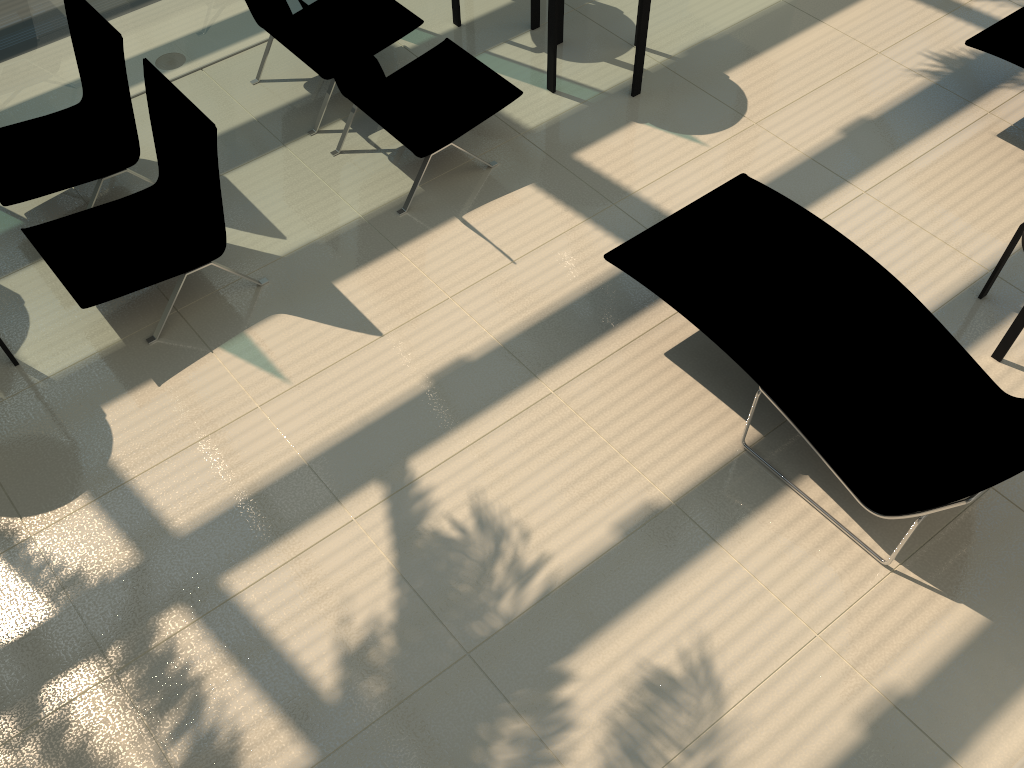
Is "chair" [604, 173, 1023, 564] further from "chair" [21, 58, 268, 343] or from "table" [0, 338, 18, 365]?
"table" [0, 338, 18, 365]

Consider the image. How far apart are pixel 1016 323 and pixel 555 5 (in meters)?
3.16

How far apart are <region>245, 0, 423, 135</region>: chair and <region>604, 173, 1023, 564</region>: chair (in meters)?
2.37

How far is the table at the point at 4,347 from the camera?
4.3 meters

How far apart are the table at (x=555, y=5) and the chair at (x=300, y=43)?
0.8m

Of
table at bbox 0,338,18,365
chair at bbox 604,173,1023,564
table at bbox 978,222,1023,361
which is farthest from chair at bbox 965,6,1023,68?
table at bbox 0,338,18,365

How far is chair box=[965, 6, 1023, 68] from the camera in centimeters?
500cm

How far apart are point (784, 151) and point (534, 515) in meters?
3.0

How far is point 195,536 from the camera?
3.73m

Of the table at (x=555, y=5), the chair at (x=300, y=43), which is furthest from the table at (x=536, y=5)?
the chair at (x=300, y=43)
